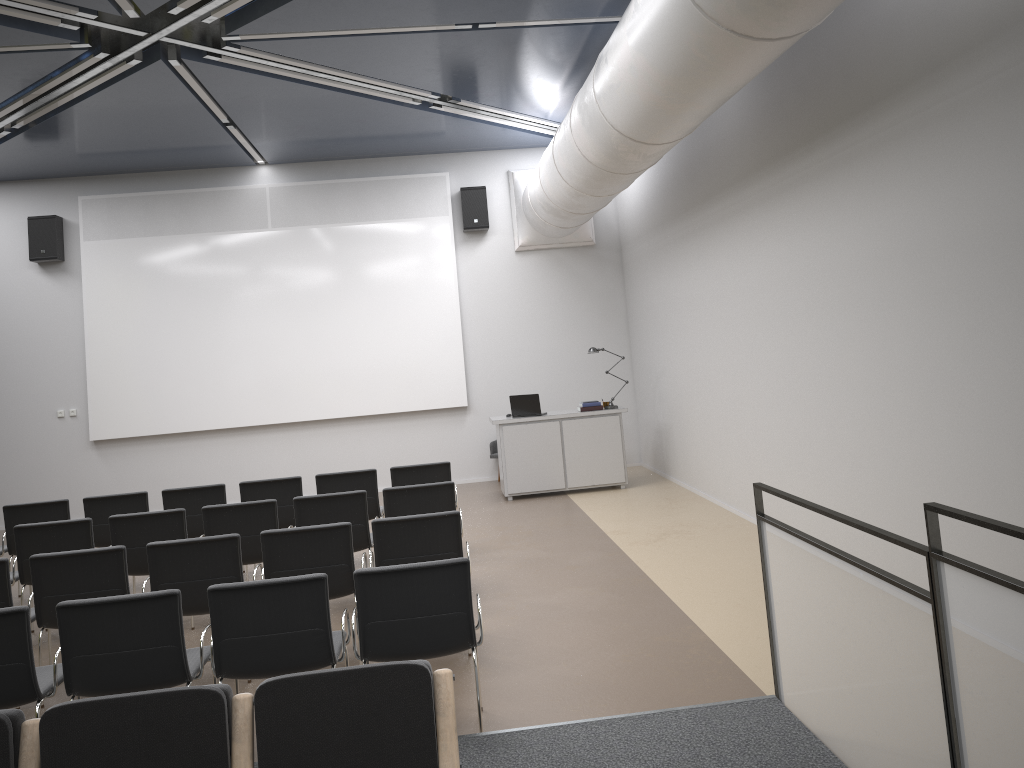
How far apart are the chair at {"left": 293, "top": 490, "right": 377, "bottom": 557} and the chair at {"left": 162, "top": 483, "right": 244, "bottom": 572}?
1.54m

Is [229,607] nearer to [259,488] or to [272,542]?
[272,542]

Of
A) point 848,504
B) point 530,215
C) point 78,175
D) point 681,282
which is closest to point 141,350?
point 78,175

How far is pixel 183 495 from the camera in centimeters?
796cm

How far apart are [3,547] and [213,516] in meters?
2.6 m

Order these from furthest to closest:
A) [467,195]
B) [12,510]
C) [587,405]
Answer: [467,195] < [587,405] < [12,510]

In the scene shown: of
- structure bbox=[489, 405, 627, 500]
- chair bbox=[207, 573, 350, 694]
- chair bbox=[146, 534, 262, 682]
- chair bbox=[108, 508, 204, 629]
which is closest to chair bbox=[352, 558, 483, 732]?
chair bbox=[207, 573, 350, 694]

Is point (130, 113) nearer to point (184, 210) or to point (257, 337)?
point (184, 210)

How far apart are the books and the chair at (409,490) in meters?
4.6

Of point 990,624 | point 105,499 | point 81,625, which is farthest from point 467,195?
point 990,624
